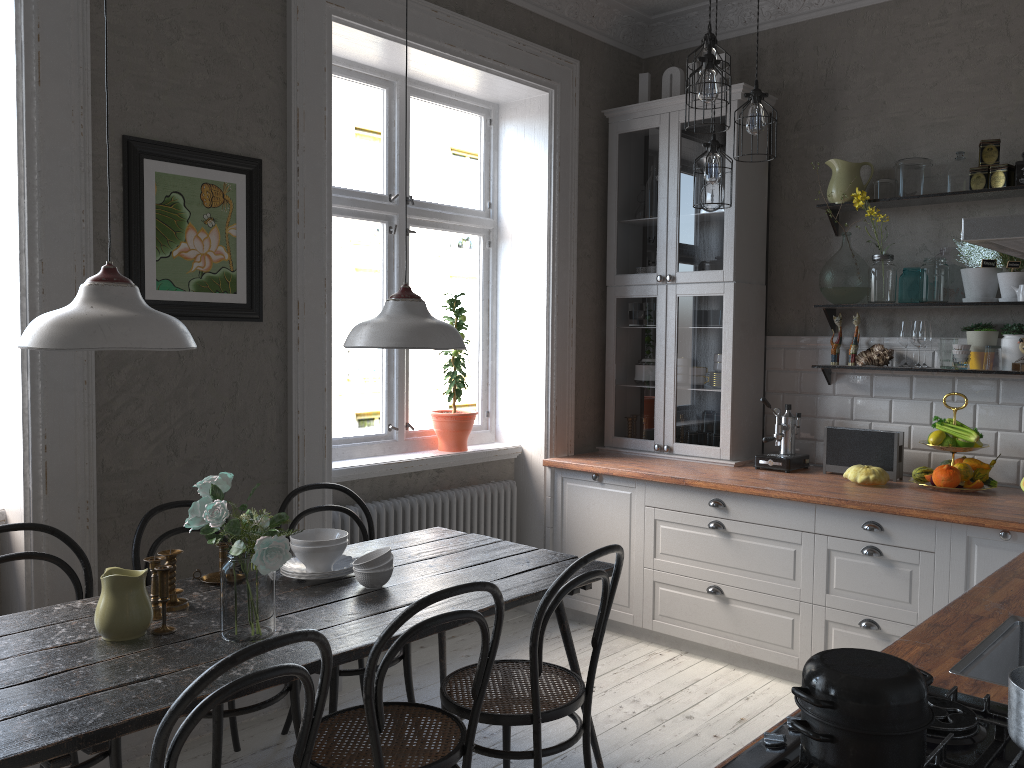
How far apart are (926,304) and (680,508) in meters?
1.4 m

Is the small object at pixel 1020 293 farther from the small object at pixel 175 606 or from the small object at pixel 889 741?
the small object at pixel 175 606

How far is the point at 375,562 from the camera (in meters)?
2.65

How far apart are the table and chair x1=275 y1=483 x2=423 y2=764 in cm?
20

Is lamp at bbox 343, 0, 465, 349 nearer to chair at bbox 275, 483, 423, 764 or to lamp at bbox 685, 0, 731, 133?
chair at bbox 275, 483, 423, 764

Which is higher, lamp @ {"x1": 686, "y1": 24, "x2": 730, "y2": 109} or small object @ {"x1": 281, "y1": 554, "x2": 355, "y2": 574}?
lamp @ {"x1": 686, "y1": 24, "x2": 730, "y2": 109}

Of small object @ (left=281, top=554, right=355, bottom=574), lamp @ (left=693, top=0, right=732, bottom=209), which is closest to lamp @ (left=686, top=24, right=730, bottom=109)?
lamp @ (left=693, top=0, right=732, bottom=209)

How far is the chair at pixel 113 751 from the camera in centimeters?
248cm

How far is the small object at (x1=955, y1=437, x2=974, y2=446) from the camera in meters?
3.7 m

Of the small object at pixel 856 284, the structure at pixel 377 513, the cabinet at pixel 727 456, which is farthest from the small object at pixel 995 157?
the structure at pixel 377 513
